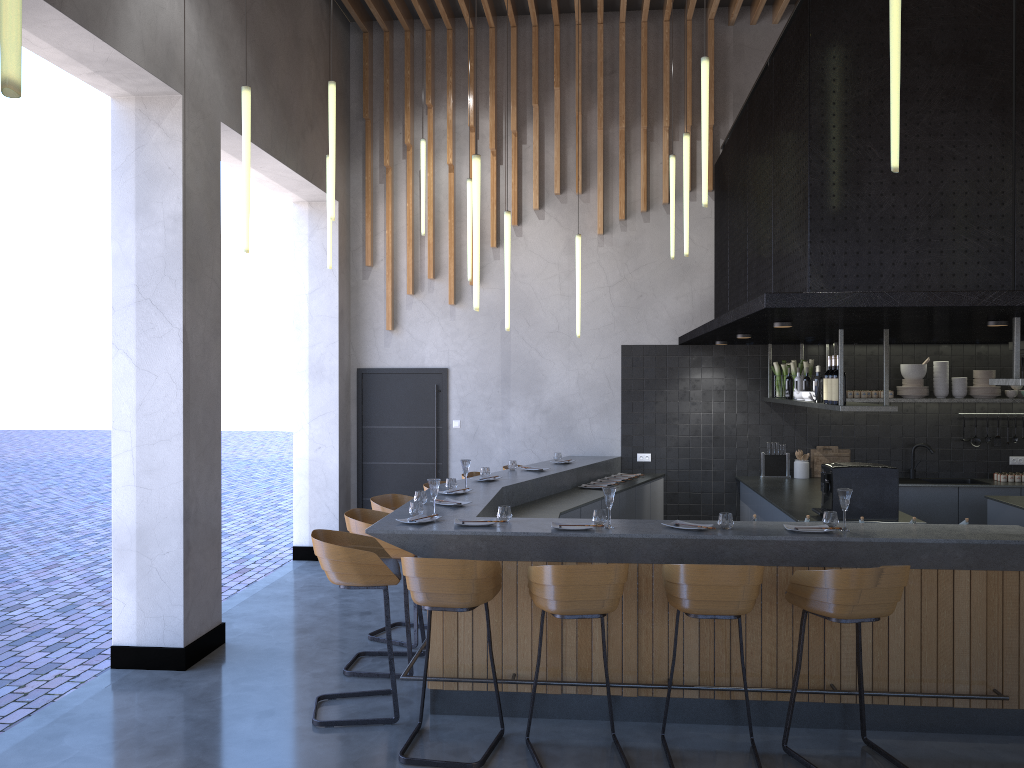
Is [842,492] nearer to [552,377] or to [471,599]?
[471,599]

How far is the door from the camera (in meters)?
9.77

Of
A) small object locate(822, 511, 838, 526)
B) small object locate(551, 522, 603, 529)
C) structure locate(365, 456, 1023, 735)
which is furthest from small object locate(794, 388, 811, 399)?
small object locate(551, 522, 603, 529)

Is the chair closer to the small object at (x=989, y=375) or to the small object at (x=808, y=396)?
the small object at (x=808, y=396)

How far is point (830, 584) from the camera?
4.2m

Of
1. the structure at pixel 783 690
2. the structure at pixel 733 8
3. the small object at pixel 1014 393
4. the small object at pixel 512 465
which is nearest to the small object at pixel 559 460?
the structure at pixel 783 690

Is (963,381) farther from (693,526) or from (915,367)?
(693,526)

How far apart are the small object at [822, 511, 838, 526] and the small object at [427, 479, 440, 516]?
2.3m

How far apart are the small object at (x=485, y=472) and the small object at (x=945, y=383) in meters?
4.8 m

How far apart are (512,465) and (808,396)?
2.7 meters
